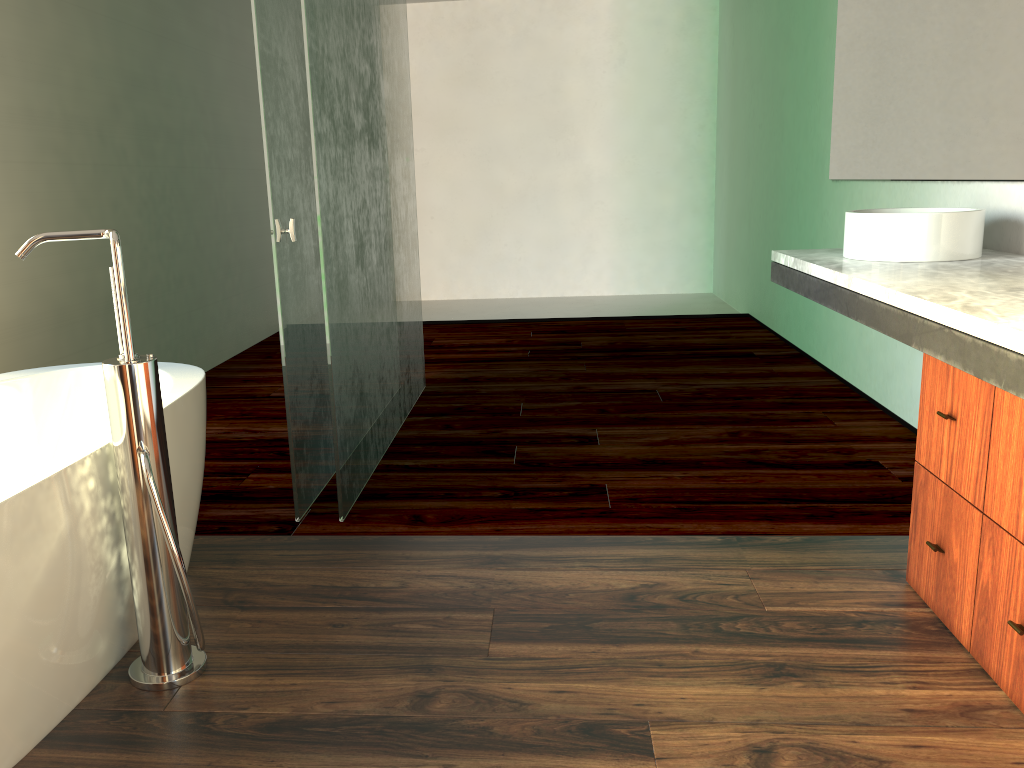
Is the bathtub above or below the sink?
below

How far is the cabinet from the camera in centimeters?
163cm

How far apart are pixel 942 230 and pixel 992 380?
1.07m

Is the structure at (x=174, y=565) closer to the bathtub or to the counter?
the bathtub

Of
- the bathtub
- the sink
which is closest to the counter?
the sink

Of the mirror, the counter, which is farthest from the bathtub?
the mirror

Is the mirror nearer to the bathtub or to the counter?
the counter

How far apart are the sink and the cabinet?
0.6 meters

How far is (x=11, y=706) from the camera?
1.5m

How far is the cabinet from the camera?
1.6m
